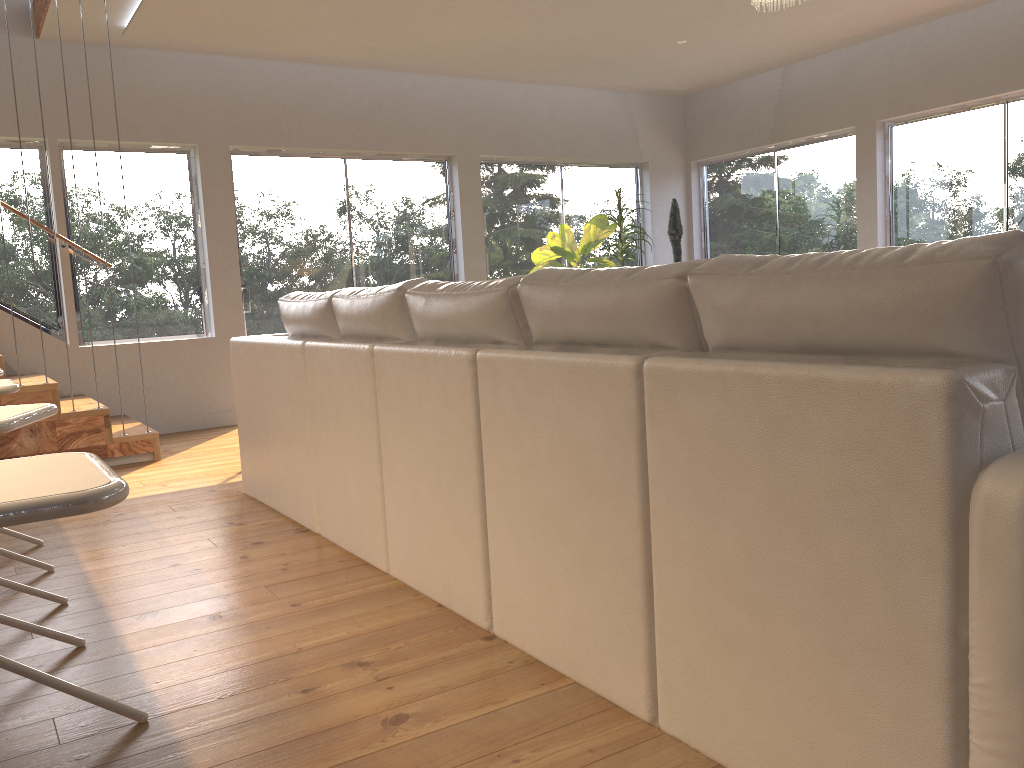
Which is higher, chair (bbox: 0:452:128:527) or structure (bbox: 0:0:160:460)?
chair (bbox: 0:452:128:527)

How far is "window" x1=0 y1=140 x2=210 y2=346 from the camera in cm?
620

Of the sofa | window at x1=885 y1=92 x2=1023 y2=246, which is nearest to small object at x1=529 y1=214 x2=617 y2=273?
window at x1=885 y1=92 x2=1023 y2=246

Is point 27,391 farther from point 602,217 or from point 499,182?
point 602,217

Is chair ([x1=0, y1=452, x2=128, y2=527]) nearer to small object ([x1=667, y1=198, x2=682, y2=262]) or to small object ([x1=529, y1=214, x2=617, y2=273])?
small object ([x1=529, y1=214, x2=617, y2=273])

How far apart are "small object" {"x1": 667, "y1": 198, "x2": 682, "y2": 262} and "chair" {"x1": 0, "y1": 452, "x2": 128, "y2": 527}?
7.7m

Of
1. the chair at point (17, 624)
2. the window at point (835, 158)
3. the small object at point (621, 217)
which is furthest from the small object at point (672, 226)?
the chair at point (17, 624)

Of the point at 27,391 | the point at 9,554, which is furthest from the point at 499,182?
the point at 9,554

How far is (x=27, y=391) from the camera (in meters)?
5.03

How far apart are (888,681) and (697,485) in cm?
45
